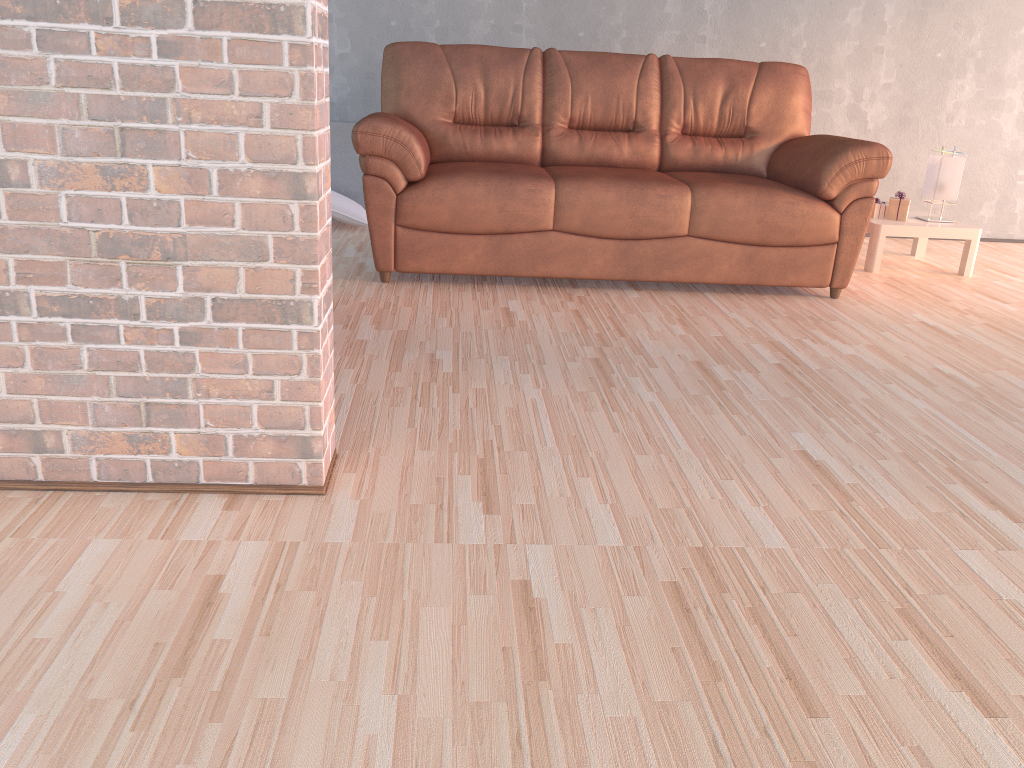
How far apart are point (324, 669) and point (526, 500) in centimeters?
66cm

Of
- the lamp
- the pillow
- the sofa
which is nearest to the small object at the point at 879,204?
the lamp

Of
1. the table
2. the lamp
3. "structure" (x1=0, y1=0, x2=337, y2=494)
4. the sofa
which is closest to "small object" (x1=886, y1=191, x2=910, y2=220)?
the table

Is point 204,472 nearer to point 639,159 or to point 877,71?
point 639,159

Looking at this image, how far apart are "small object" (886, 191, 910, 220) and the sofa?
0.6 meters

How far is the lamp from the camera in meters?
4.4 m

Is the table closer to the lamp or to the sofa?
the lamp

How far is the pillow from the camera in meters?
4.7

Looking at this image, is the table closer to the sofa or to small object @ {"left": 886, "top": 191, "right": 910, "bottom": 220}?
small object @ {"left": 886, "top": 191, "right": 910, "bottom": 220}

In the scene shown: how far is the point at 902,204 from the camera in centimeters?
445cm
